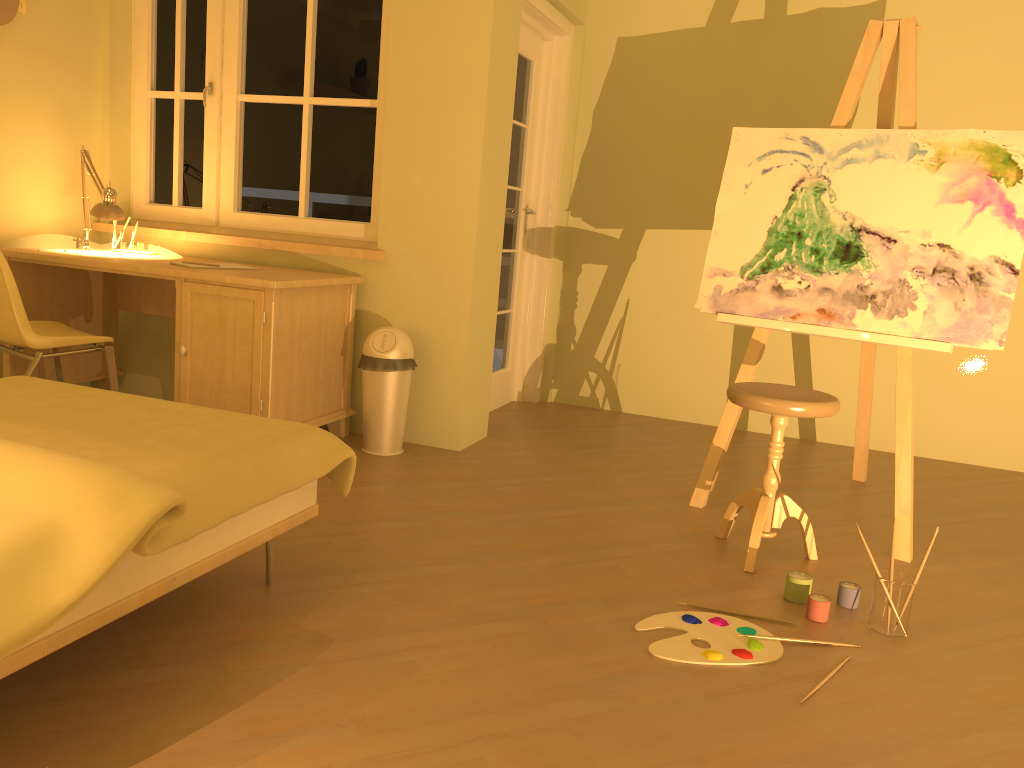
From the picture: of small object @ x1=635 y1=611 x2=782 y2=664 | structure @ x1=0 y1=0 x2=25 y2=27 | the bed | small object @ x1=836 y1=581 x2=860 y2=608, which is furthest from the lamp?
small object @ x1=836 y1=581 x2=860 y2=608

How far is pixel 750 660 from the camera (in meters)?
2.16

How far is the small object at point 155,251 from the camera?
4.15m

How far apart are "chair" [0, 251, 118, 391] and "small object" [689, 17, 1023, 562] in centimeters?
227cm

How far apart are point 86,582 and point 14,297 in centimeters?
210cm

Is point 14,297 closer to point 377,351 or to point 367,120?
point 377,351

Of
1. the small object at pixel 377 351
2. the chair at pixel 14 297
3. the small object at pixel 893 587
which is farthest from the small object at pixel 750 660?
the chair at pixel 14 297

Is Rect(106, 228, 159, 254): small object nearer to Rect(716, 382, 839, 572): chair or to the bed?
the bed

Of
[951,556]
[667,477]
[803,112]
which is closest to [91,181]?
[667,477]

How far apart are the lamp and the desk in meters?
0.2 m
